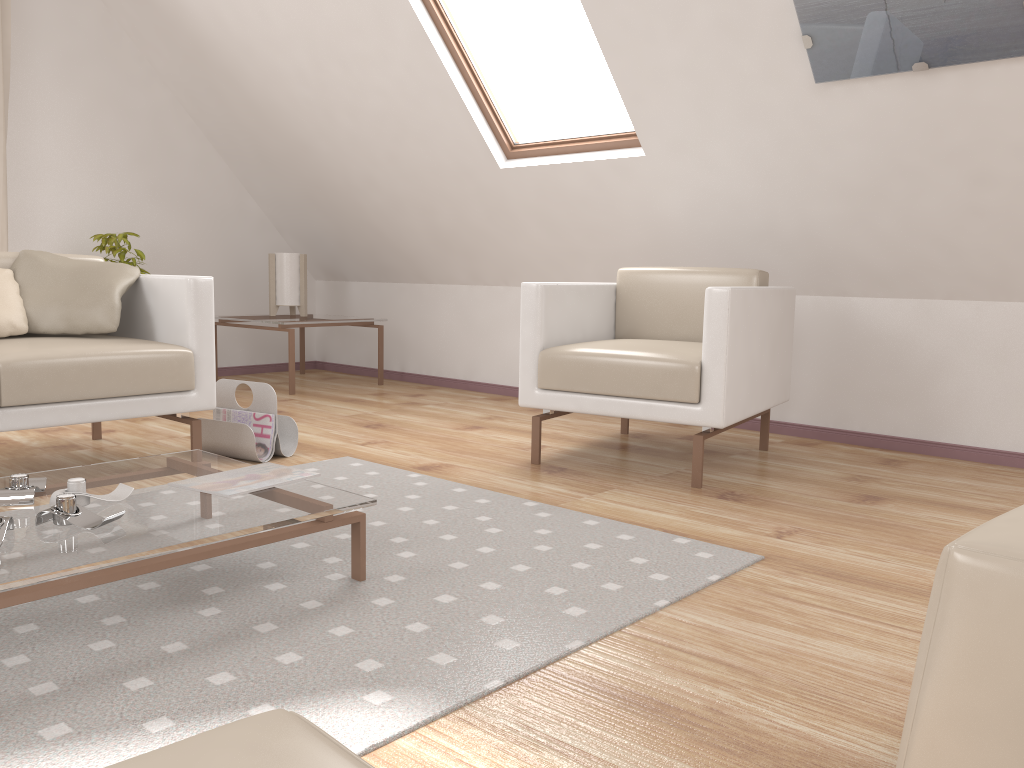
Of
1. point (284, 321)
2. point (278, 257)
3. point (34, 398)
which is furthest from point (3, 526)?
point (278, 257)

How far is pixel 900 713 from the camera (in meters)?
1.37

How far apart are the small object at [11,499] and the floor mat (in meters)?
0.20

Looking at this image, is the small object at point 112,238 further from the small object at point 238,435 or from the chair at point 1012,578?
the chair at point 1012,578

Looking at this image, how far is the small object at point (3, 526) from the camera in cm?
153

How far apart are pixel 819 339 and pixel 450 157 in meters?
1.9

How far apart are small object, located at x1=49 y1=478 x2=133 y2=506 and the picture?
2.4m

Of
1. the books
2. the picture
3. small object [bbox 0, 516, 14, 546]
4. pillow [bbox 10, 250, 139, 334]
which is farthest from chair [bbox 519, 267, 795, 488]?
small object [bbox 0, 516, 14, 546]

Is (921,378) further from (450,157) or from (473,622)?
(473,622)

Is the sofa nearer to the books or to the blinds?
the books
